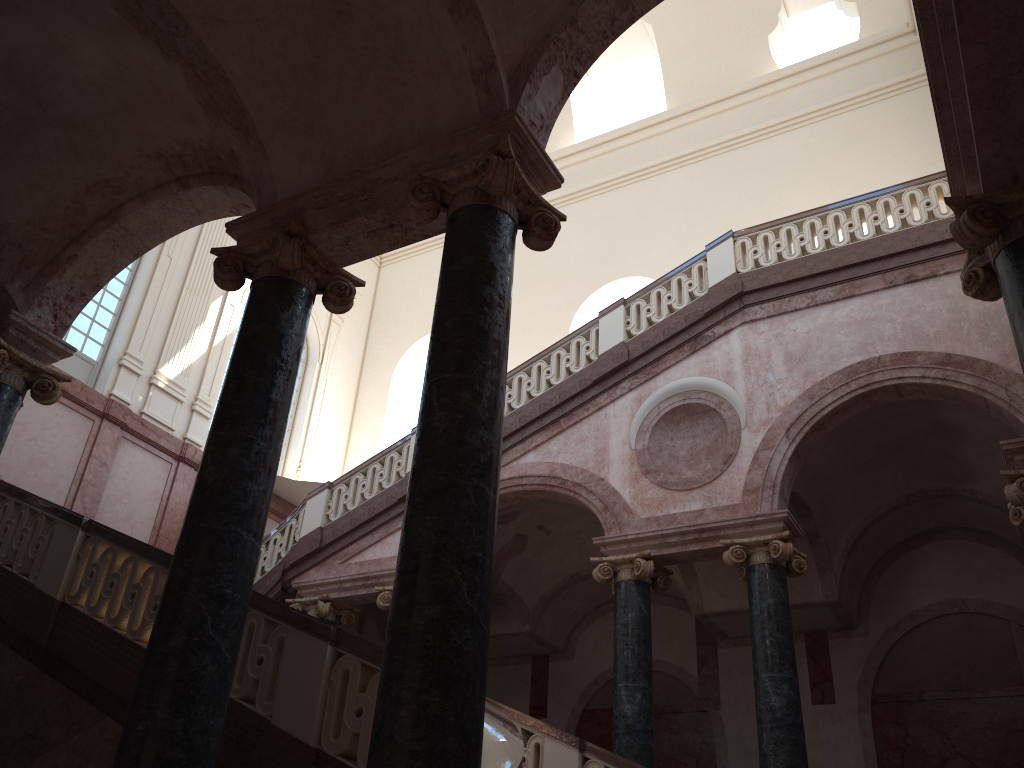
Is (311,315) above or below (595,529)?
above

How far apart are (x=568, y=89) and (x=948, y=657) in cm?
946

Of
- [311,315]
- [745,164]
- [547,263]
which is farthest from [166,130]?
[745,164]

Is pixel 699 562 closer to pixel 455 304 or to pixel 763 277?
pixel 763 277

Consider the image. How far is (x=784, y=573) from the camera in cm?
886
